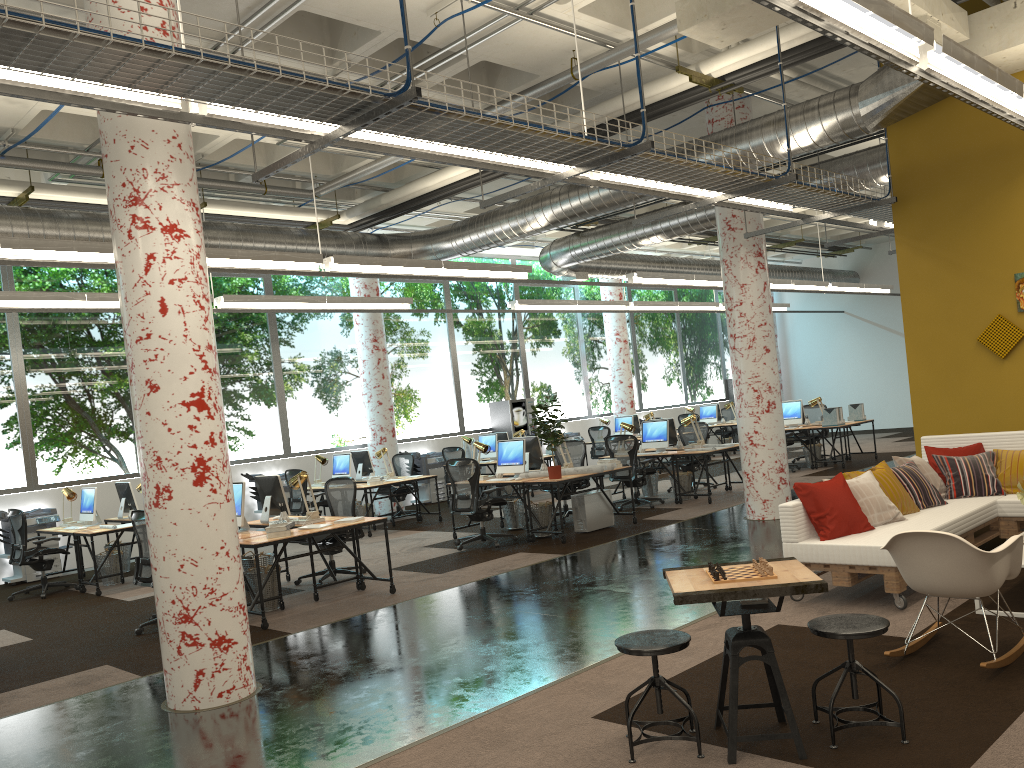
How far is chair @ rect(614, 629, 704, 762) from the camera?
3.8 meters

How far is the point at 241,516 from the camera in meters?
8.2 m

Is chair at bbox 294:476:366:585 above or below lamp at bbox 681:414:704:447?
below

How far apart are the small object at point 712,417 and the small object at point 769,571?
17.3 meters

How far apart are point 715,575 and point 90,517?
9.4m

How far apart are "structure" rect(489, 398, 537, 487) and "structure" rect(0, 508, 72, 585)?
8.74m

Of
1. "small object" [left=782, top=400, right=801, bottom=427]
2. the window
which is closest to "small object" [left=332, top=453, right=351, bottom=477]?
the window

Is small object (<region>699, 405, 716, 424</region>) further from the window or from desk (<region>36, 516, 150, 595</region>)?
desk (<region>36, 516, 150, 595</region>)

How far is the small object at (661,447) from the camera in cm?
1319

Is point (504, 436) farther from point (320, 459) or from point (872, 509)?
point (872, 509)
